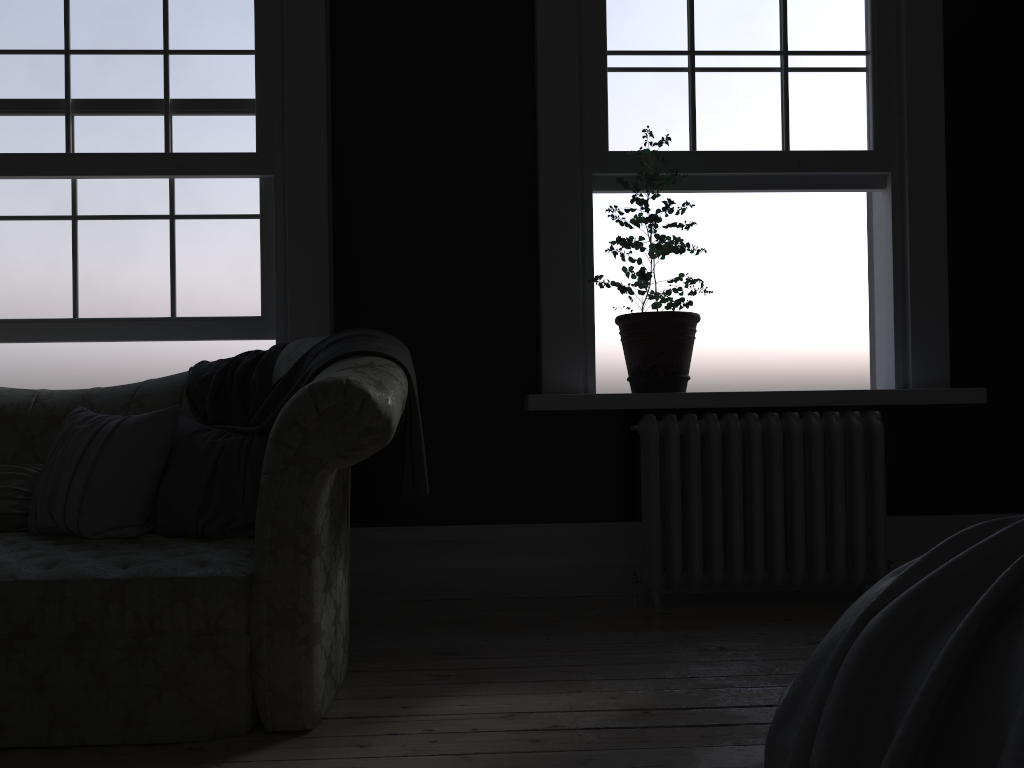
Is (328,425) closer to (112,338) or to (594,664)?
(594,664)

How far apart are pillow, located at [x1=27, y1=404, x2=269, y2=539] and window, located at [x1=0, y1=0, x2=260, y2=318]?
0.9m

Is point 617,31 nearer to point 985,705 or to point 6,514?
point 6,514

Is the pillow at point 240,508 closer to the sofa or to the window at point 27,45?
the sofa

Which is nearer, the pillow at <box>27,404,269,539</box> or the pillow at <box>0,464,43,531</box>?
the pillow at <box>27,404,269,539</box>

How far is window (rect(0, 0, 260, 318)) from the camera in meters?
3.9

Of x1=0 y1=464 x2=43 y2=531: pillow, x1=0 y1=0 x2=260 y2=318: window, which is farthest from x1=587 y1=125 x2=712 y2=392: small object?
x1=0 y1=464 x2=43 y2=531: pillow

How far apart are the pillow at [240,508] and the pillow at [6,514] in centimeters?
8cm

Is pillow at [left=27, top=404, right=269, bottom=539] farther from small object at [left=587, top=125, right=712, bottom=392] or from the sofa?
small object at [left=587, top=125, right=712, bottom=392]

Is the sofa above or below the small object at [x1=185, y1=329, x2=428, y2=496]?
below
